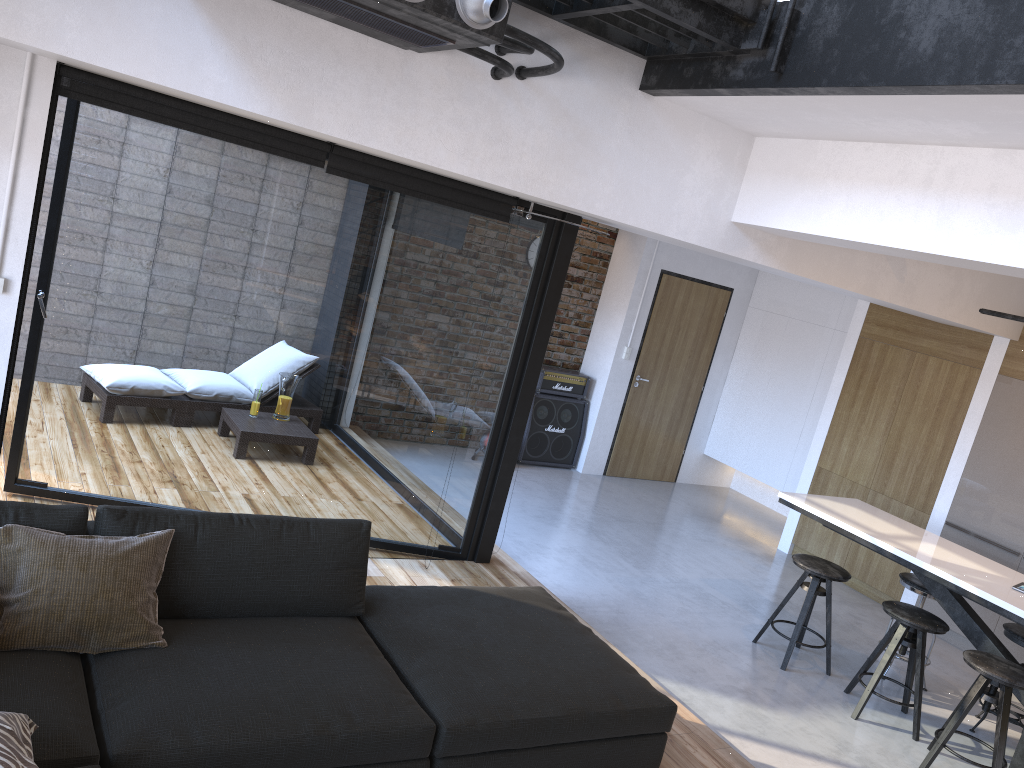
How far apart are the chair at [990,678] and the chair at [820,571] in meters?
0.8 m

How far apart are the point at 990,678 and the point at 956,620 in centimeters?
83cm

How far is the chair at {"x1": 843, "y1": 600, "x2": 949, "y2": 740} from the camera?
4.7m

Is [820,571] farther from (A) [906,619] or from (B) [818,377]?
(B) [818,377]

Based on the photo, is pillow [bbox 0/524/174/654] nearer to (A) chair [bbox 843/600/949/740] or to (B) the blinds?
(B) the blinds

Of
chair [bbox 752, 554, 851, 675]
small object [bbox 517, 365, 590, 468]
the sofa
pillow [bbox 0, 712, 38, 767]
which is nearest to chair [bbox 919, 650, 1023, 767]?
chair [bbox 752, 554, 851, 675]

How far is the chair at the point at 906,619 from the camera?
4.7 meters

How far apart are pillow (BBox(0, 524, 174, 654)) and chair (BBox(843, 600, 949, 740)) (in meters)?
3.77

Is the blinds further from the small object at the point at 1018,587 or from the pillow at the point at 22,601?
the small object at the point at 1018,587

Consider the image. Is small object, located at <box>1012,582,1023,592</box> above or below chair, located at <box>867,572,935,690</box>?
above
